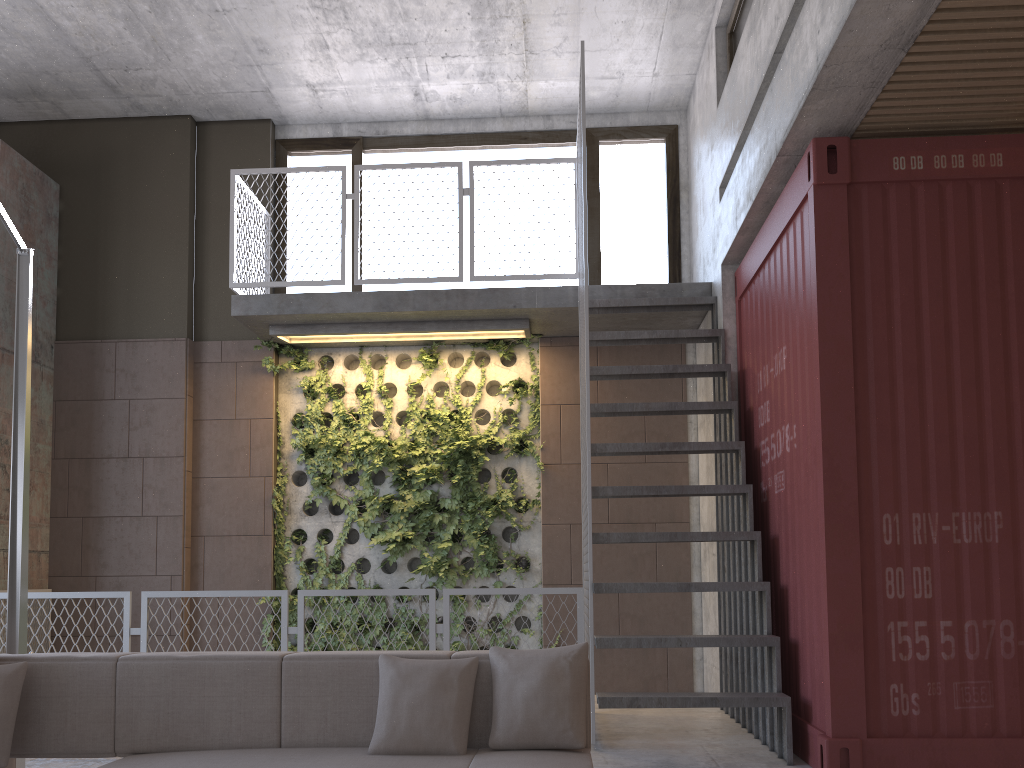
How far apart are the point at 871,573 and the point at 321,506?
4.8 meters

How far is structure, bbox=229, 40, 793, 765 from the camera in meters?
4.6 m

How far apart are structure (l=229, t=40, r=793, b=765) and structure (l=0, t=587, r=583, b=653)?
0.05m

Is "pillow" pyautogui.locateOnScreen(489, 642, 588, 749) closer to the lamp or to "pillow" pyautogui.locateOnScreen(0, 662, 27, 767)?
"pillow" pyautogui.locateOnScreen(0, 662, 27, 767)

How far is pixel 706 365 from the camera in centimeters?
602cm

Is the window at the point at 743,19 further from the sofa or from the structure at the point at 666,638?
the sofa

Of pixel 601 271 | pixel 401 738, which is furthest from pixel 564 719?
pixel 601 271

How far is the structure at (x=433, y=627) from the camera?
5.1m

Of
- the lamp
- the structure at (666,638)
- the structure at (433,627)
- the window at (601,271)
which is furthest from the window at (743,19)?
the lamp

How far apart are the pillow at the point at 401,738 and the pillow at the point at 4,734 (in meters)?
1.23
